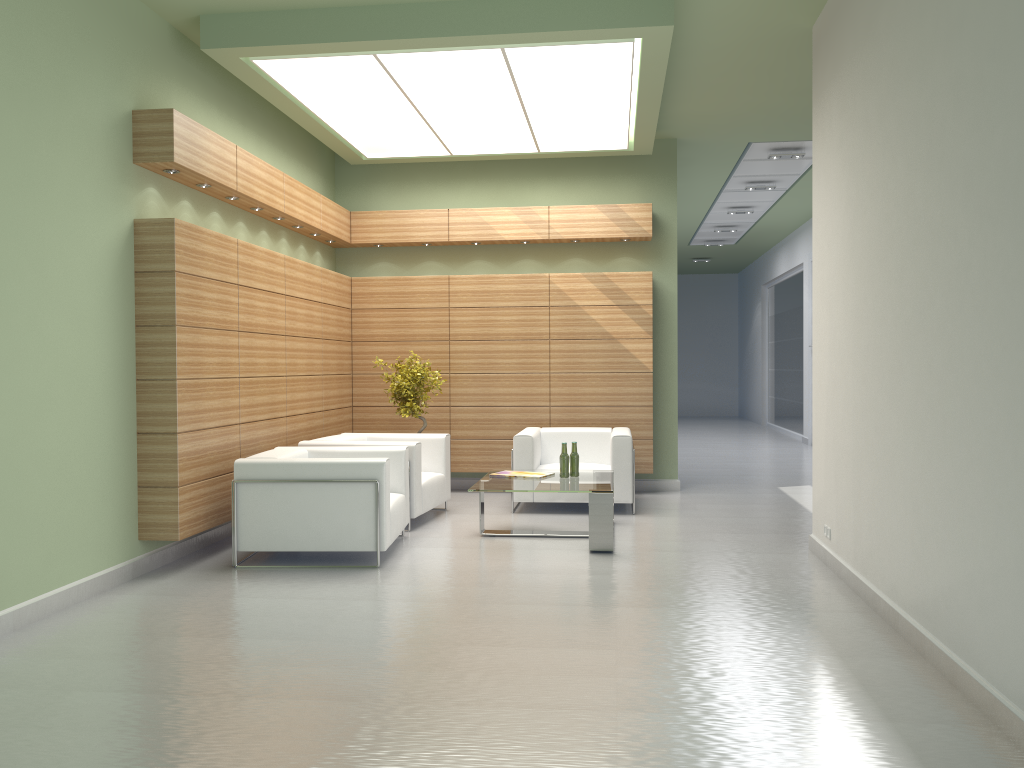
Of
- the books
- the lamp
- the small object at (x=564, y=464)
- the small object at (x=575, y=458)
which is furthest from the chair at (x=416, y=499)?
the lamp

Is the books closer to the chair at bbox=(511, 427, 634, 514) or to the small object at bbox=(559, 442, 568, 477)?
the small object at bbox=(559, 442, 568, 477)

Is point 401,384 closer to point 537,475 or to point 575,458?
point 537,475

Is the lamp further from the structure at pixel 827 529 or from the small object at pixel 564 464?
the structure at pixel 827 529

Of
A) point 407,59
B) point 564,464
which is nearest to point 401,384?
point 564,464

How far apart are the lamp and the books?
5.17m

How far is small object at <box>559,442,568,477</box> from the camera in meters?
11.9

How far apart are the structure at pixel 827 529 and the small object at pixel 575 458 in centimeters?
338cm

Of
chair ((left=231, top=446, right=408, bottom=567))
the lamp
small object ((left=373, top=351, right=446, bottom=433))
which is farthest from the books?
the lamp

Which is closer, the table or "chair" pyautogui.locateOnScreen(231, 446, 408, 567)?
"chair" pyautogui.locateOnScreen(231, 446, 408, 567)
